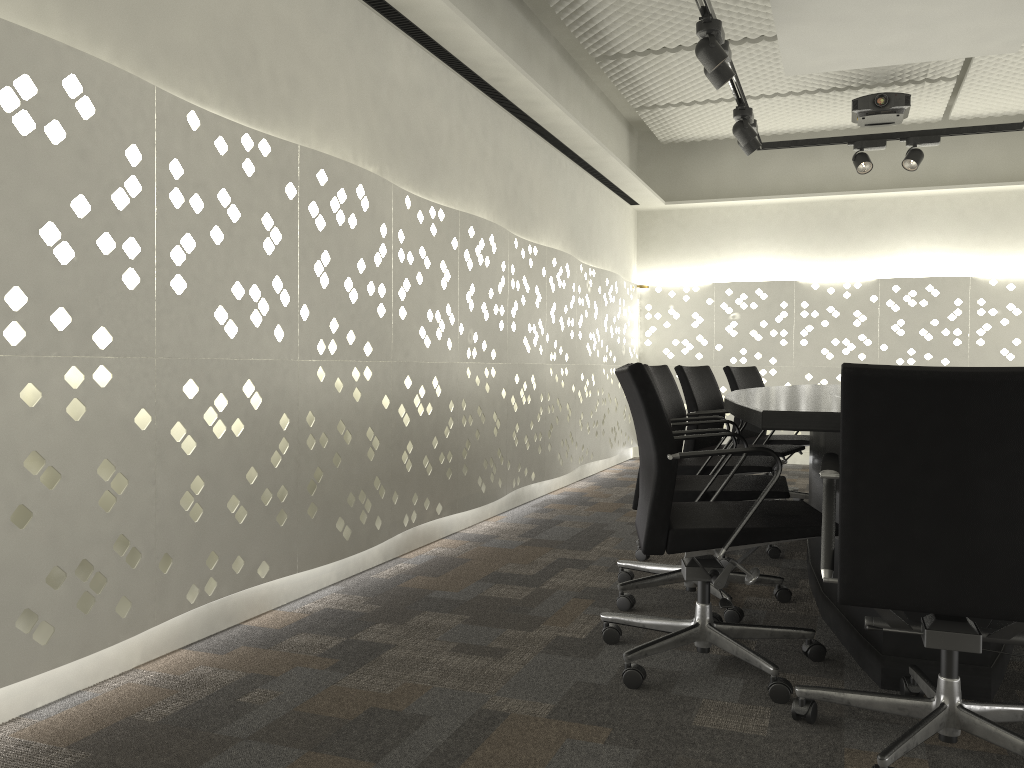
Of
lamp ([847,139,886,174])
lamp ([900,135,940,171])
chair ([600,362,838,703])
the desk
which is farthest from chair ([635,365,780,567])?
lamp ([900,135,940,171])

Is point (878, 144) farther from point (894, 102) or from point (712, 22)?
point (712, 22)

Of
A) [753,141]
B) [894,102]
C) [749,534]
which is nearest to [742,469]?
[749,534]

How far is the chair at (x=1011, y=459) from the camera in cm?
153

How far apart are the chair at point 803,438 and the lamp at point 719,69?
1.6m

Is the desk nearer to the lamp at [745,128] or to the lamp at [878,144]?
the lamp at [745,128]

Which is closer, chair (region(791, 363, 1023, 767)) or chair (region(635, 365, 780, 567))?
chair (region(791, 363, 1023, 767))

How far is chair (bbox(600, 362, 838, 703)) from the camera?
2.0 meters

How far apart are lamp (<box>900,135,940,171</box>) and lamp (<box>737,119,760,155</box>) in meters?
1.0 m

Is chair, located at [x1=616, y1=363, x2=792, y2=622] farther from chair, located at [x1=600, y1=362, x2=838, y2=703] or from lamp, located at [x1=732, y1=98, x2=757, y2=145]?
lamp, located at [x1=732, y1=98, x2=757, y2=145]
